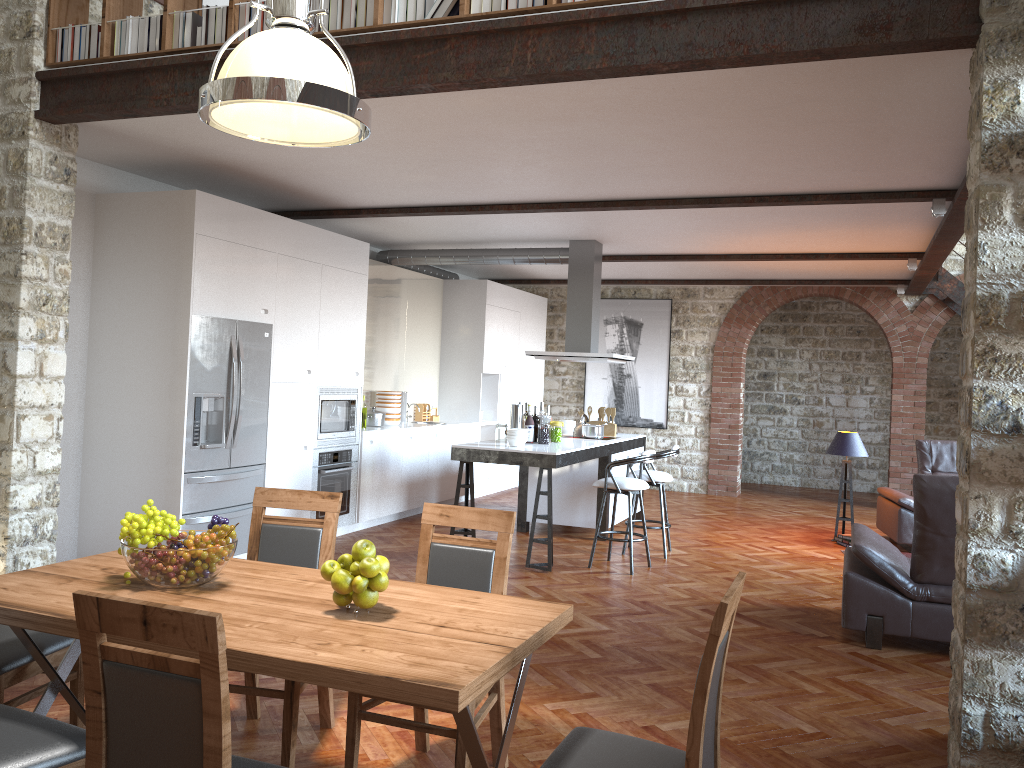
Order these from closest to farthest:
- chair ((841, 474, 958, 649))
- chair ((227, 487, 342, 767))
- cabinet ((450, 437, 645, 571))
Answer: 1. chair ((227, 487, 342, 767))
2. chair ((841, 474, 958, 649))
3. cabinet ((450, 437, 645, 571))

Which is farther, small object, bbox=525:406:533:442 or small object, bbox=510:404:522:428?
small object, bbox=525:406:533:442

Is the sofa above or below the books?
below

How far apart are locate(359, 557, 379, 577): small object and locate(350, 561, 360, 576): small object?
0.0 meters

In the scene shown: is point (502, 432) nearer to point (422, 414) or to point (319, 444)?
point (319, 444)

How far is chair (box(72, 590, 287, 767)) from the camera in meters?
1.9 m

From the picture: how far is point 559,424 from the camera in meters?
8.0

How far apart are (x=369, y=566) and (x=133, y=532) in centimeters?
82cm

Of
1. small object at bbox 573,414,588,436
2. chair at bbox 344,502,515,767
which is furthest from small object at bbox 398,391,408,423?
chair at bbox 344,502,515,767

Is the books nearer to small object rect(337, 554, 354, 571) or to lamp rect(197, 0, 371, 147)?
lamp rect(197, 0, 371, 147)
